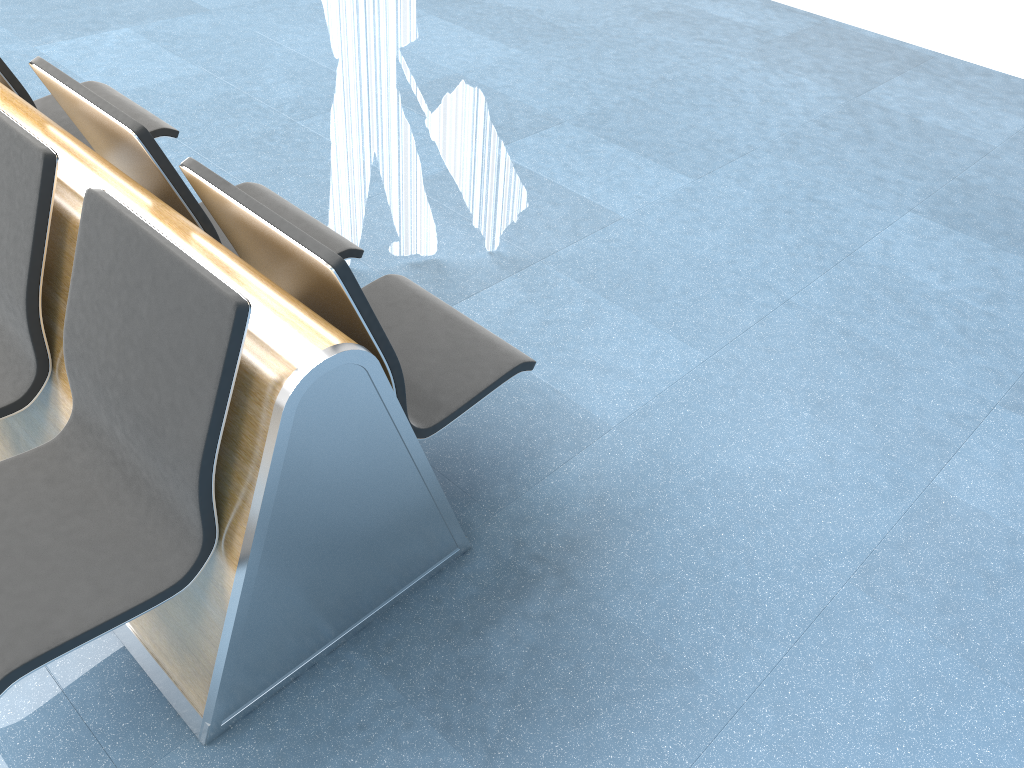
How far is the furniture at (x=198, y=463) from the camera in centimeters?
148cm

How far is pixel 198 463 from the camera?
1.5m

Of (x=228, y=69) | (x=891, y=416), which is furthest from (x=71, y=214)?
(x=228, y=69)

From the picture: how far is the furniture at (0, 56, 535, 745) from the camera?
1.5 meters
